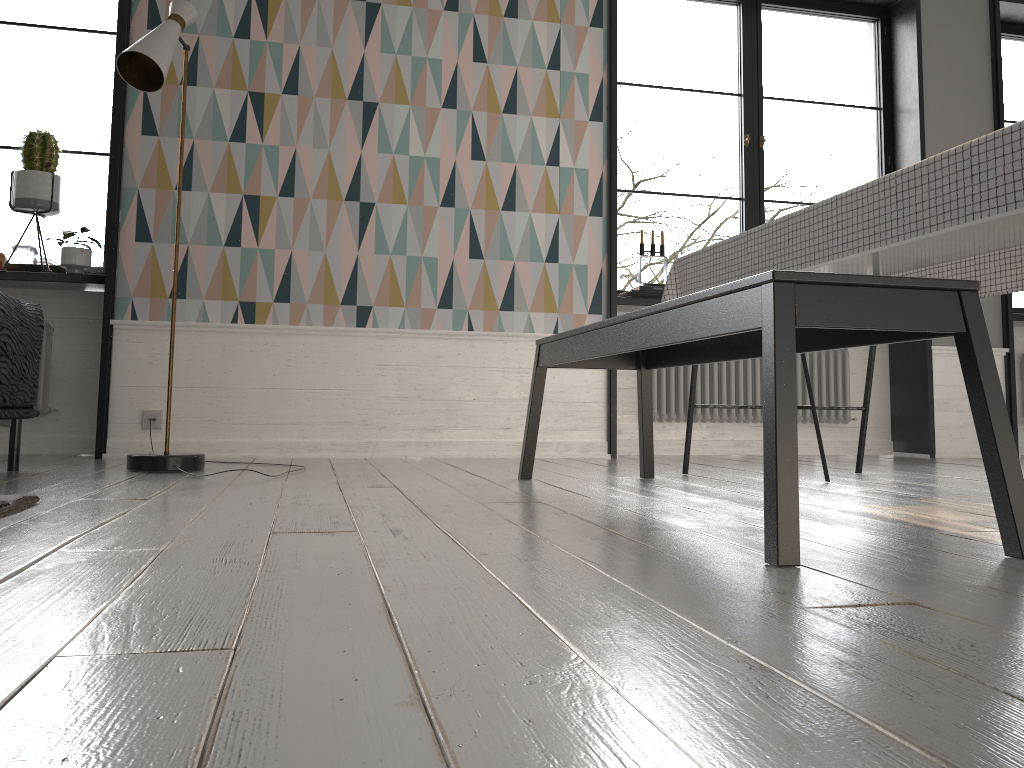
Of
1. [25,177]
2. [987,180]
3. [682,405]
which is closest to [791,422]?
[987,180]

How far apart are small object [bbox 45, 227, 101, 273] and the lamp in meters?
0.7

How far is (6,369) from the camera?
2.6m

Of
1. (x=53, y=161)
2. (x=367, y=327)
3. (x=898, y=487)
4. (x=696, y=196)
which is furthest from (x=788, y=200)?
(x=898, y=487)

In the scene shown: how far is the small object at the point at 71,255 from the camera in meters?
3.8 m

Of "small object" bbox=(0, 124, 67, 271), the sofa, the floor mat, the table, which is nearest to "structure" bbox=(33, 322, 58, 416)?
"small object" bbox=(0, 124, 67, 271)

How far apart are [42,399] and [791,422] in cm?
362

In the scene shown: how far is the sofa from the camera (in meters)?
2.62

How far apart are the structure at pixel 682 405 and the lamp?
2.4 meters

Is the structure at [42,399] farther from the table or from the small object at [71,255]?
the table
